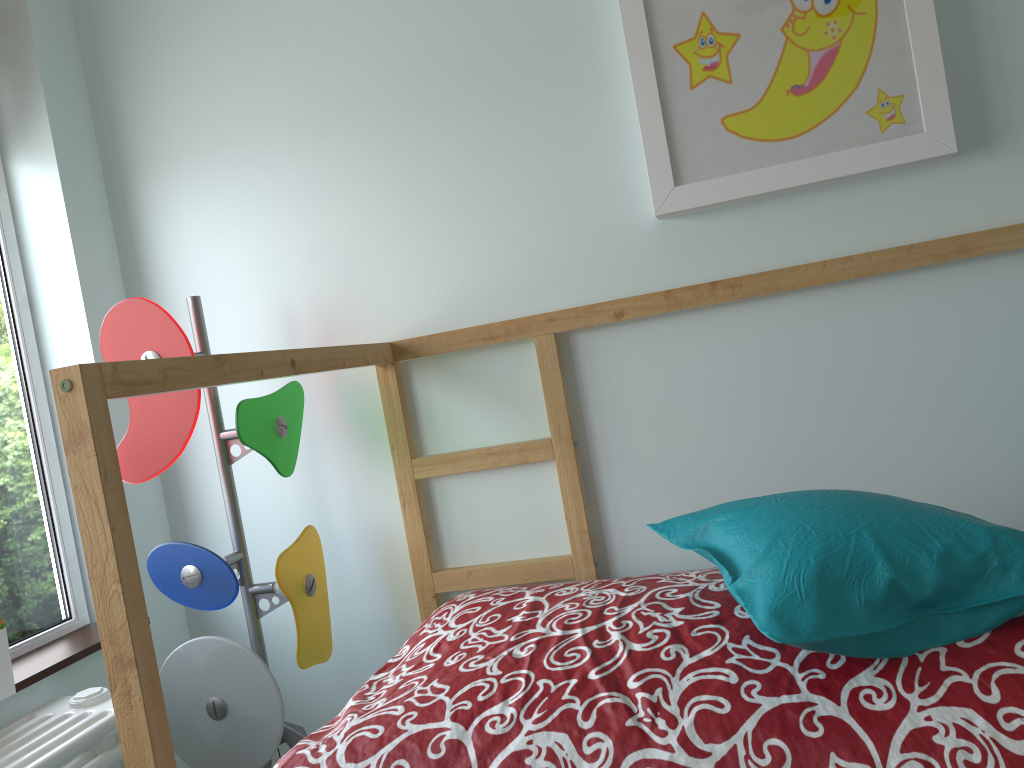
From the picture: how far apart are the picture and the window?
1.3 meters

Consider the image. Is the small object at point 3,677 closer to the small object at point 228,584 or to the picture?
the small object at point 228,584

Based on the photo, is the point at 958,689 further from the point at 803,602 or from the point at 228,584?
the point at 228,584

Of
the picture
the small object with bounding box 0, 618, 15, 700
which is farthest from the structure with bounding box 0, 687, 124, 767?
the picture

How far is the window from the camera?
1.7m

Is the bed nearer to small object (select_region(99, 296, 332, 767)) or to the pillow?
the pillow

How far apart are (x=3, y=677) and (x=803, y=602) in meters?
1.2

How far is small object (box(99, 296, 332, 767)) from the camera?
1.6m

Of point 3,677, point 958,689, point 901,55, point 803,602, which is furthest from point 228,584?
point 901,55

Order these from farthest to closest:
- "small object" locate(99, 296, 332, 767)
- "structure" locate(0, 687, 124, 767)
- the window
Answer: the window → "small object" locate(99, 296, 332, 767) → "structure" locate(0, 687, 124, 767)
